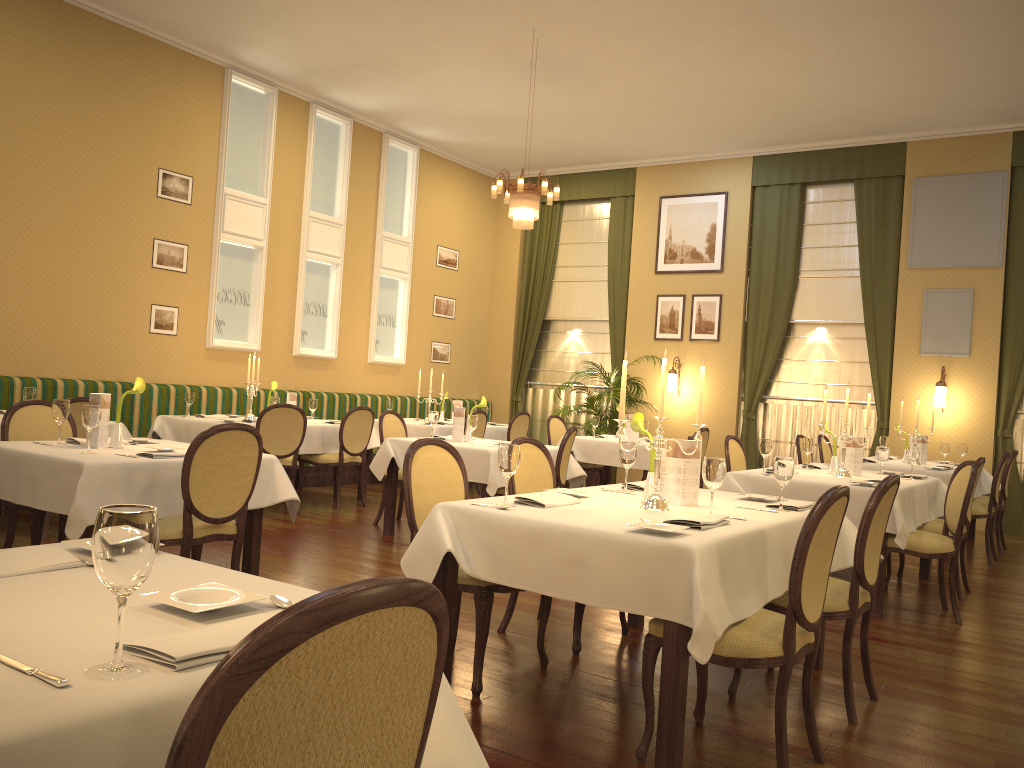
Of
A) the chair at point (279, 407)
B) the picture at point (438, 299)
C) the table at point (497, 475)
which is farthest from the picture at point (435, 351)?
the table at point (497, 475)

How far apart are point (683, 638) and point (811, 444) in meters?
4.2 m

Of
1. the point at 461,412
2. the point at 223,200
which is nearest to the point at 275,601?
the point at 461,412

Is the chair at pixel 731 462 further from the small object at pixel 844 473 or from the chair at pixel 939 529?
the chair at pixel 939 529

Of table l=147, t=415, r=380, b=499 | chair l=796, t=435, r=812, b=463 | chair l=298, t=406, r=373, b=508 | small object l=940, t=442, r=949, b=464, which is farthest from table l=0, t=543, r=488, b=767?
small object l=940, t=442, r=949, b=464

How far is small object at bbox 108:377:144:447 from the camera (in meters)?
4.55

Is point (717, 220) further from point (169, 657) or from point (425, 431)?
point (169, 657)

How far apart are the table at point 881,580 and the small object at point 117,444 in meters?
3.5

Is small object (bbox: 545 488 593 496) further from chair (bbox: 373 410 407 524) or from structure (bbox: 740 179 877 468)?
structure (bbox: 740 179 877 468)

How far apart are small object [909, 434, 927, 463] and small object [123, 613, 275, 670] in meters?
8.1 m
